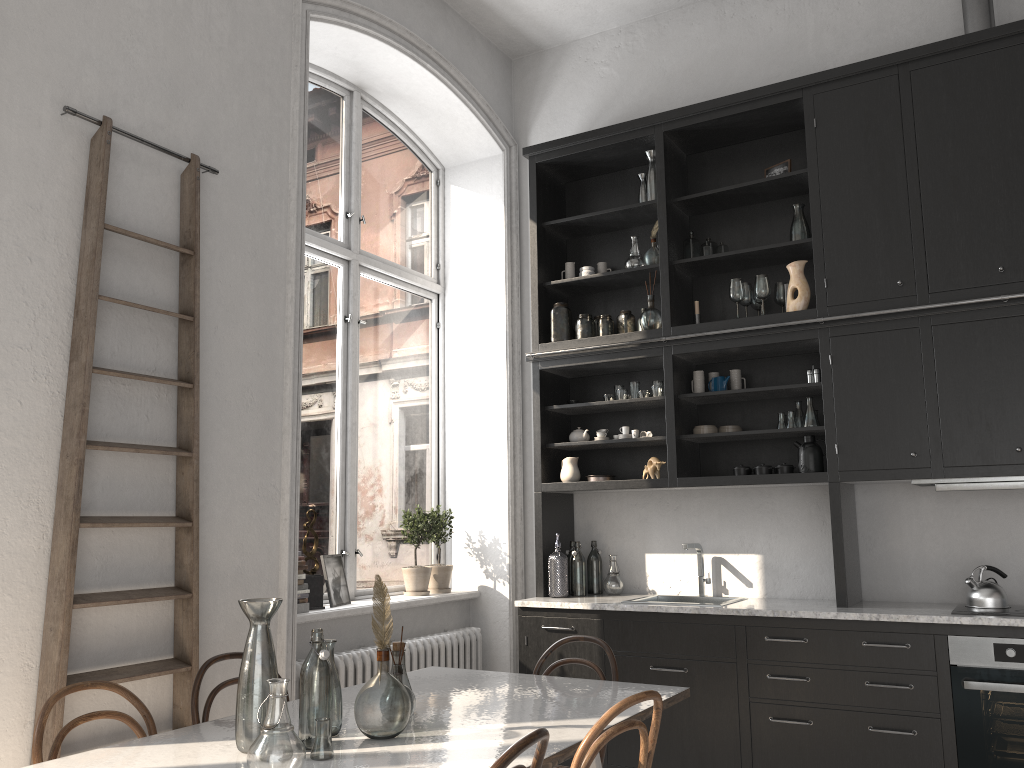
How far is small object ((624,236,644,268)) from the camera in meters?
5.0 m

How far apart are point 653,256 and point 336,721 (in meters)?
3.25

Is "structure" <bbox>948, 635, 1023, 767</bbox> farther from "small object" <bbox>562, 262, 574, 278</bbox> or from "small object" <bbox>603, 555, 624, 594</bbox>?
"small object" <bbox>562, 262, 574, 278</bbox>

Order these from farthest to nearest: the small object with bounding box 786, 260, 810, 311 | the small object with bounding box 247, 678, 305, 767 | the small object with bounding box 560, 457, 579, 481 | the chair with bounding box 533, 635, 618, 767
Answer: the small object with bounding box 560, 457, 579, 481 → the small object with bounding box 786, 260, 810, 311 → the chair with bounding box 533, 635, 618, 767 → the small object with bounding box 247, 678, 305, 767

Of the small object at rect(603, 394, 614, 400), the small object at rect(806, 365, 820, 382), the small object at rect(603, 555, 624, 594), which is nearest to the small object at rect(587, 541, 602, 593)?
the small object at rect(603, 555, 624, 594)

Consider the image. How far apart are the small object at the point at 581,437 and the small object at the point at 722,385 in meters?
0.8 m

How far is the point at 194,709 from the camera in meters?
2.9

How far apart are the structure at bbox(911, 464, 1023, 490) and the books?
2.90m

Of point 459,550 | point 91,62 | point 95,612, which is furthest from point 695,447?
point 91,62

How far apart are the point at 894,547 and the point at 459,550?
2.5 meters
